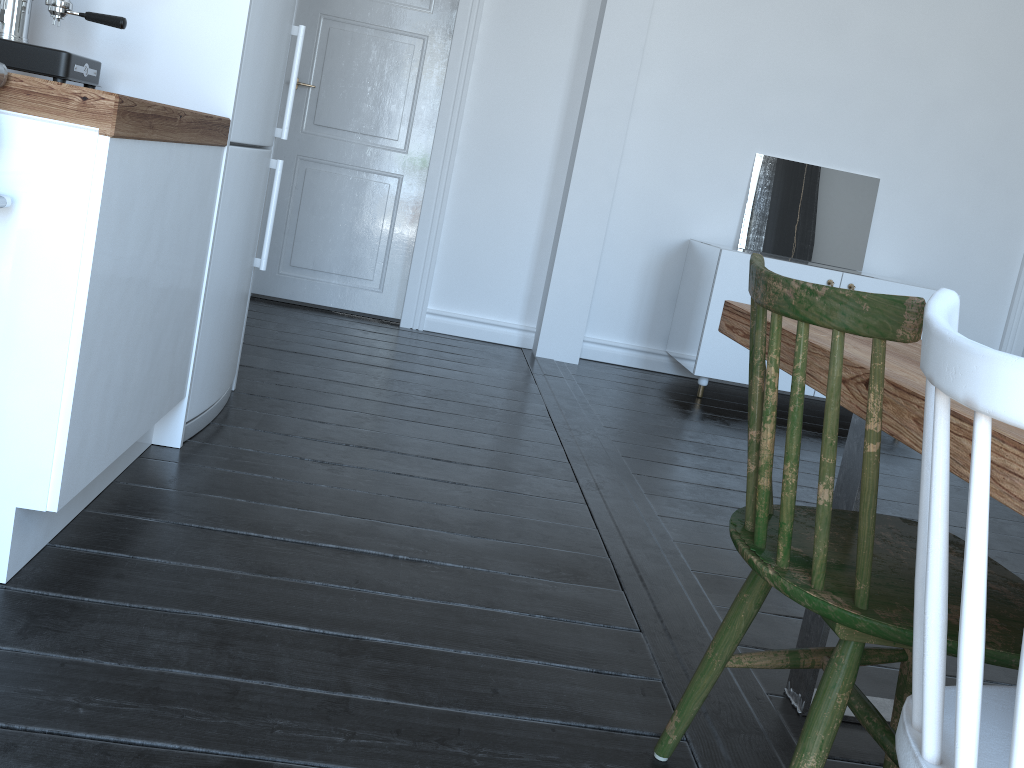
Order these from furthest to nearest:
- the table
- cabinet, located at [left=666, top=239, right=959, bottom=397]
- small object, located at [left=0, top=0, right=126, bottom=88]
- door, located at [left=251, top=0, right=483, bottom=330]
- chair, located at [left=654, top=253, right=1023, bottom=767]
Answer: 1. door, located at [left=251, top=0, right=483, bottom=330]
2. cabinet, located at [left=666, top=239, right=959, bottom=397]
3. small object, located at [left=0, top=0, right=126, bottom=88]
4. chair, located at [left=654, top=253, right=1023, bottom=767]
5. the table

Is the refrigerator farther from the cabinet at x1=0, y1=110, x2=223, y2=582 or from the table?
the table

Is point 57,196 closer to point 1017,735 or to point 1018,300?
point 1017,735

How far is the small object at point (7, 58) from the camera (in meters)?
1.80

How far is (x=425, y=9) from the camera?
4.3 meters

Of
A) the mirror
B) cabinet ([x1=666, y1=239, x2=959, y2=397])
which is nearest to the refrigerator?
cabinet ([x1=666, y1=239, x2=959, y2=397])

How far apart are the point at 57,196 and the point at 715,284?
3.2m

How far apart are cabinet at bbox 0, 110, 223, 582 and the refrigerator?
0.1m

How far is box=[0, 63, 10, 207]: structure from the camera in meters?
1.4

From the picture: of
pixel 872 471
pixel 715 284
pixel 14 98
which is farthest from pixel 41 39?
pixel 715 284
